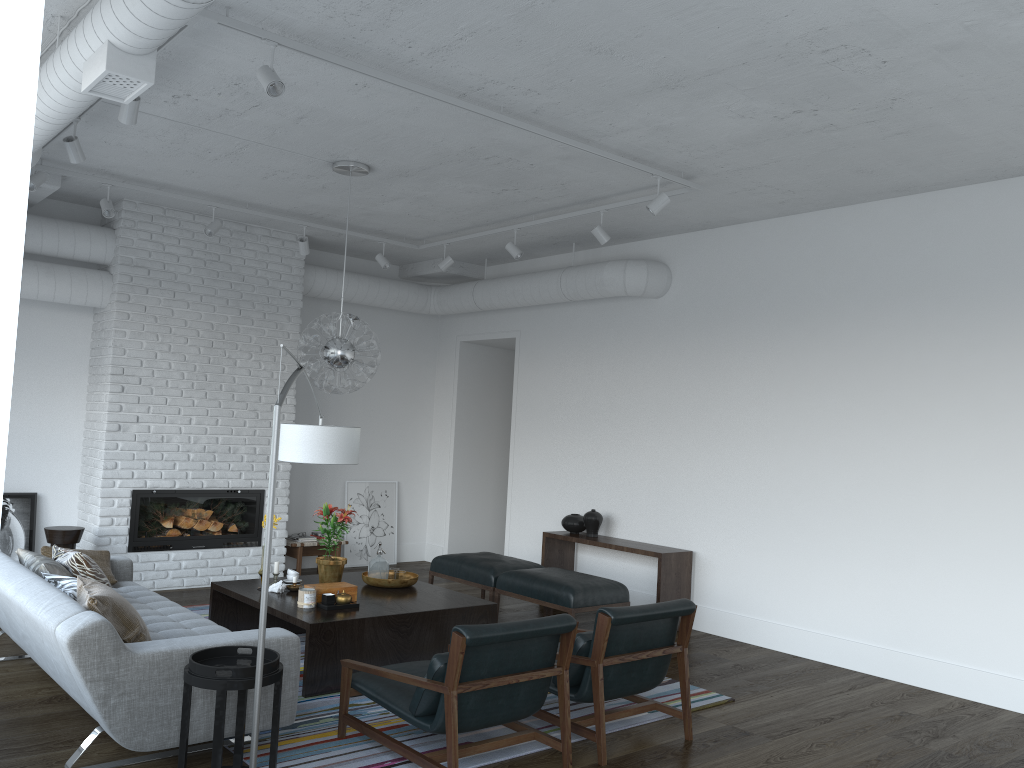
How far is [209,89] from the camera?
4.74m

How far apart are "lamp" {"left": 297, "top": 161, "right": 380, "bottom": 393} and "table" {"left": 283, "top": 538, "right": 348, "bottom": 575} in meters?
2.7

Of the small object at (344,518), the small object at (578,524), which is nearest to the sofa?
the small object at (344,518)

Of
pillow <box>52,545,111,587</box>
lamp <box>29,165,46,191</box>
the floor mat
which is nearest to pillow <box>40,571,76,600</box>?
pillow <box>52,545,111,587</box>

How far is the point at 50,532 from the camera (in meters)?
6.64

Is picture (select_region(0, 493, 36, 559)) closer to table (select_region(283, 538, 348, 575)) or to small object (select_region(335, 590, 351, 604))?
table (select_region(283, 538, 348, 575))

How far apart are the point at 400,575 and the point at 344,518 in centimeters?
58cm

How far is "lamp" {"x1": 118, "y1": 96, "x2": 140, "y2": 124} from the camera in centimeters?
430cm

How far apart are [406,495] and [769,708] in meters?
5.4 m

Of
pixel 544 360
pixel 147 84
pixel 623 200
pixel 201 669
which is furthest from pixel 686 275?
pixel 201 669
